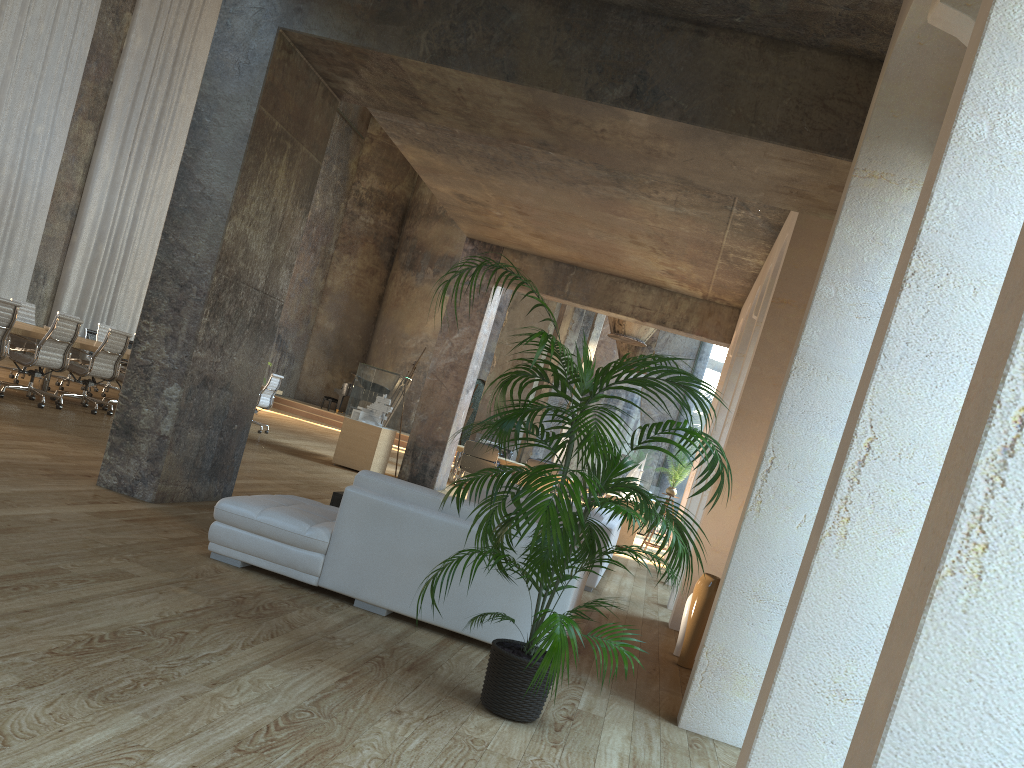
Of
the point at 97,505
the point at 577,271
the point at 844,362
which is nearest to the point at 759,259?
the point at 577,271

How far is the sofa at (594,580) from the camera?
7.7 meters

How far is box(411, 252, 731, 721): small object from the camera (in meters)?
3.21

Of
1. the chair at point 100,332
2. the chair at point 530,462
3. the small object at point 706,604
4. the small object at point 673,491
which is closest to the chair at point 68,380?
the chair at point 100,332

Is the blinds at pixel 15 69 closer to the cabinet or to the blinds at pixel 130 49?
the blinds at pixel 130 49

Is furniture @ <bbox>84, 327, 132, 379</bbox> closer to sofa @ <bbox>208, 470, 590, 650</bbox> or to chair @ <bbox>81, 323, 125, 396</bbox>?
chair @ <bbox>81, 323, 125, 396</bbox>

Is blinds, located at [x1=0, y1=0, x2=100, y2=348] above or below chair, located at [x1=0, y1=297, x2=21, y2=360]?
above

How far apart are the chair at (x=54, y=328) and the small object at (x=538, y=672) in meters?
7.1

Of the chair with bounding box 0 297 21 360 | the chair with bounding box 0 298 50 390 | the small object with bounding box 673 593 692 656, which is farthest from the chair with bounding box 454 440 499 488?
the small object with bounding box 673 593 692 656

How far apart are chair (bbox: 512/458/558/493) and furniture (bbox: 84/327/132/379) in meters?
8.8
